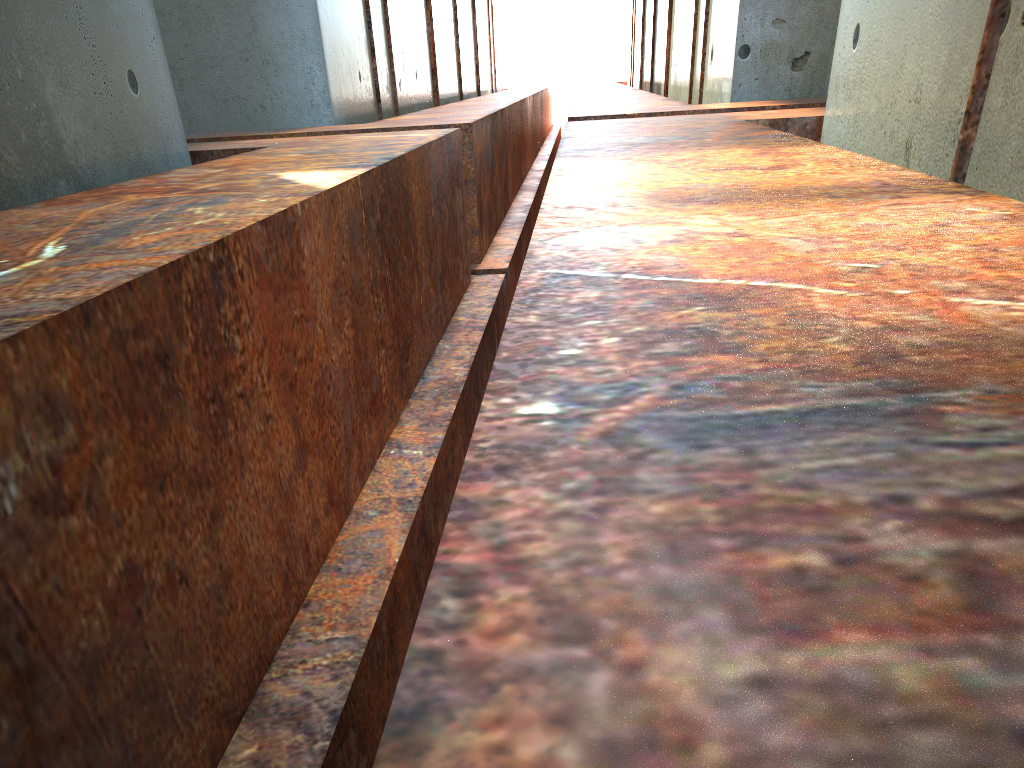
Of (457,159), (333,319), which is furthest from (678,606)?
(457,159)
